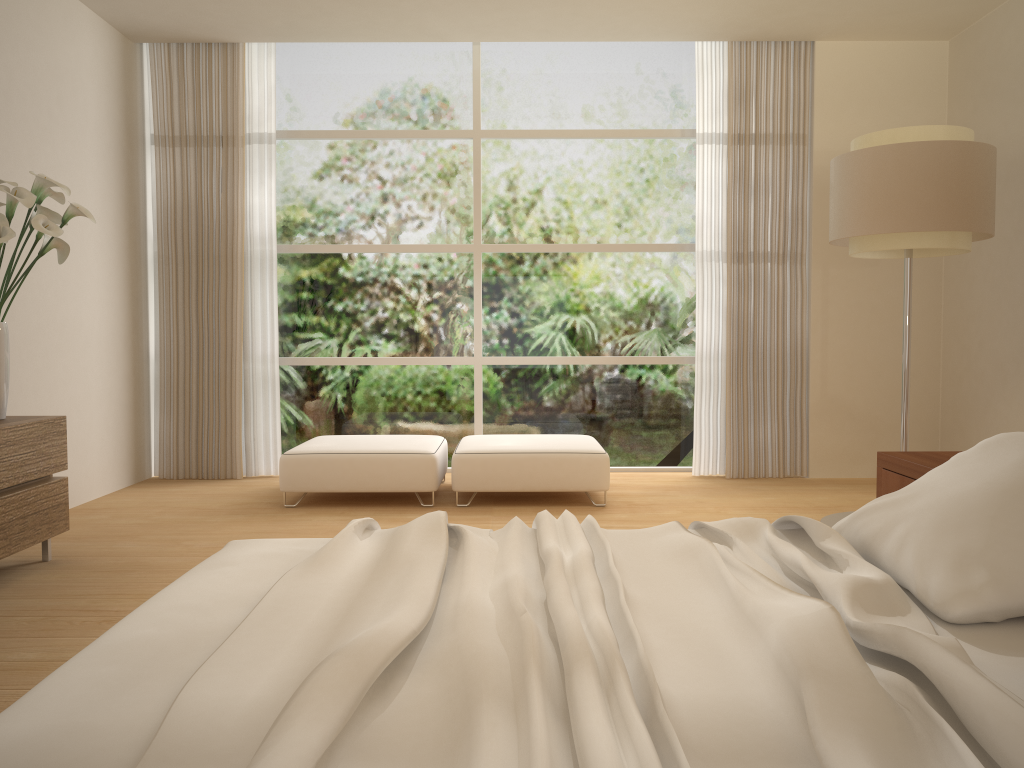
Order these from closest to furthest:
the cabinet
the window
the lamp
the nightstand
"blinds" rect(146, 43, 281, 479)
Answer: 1. the nightstand
2. the cabinet
3. the lamp
4. "blinds" rect(146, 43, 281, 479)
5. the window

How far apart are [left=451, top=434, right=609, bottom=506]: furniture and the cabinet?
2.1 meters

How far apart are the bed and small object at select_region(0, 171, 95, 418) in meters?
2.0 m

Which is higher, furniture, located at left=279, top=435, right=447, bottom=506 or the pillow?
the pillow

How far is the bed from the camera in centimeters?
112cm

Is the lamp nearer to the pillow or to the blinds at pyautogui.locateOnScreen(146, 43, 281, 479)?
the pillow

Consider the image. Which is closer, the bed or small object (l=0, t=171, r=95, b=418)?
the bed

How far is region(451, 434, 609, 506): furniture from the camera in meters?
5.3

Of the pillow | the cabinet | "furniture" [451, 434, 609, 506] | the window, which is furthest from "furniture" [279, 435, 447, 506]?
the pillow

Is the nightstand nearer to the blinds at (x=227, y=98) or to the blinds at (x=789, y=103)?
the blinds at (x=789, y=103)
